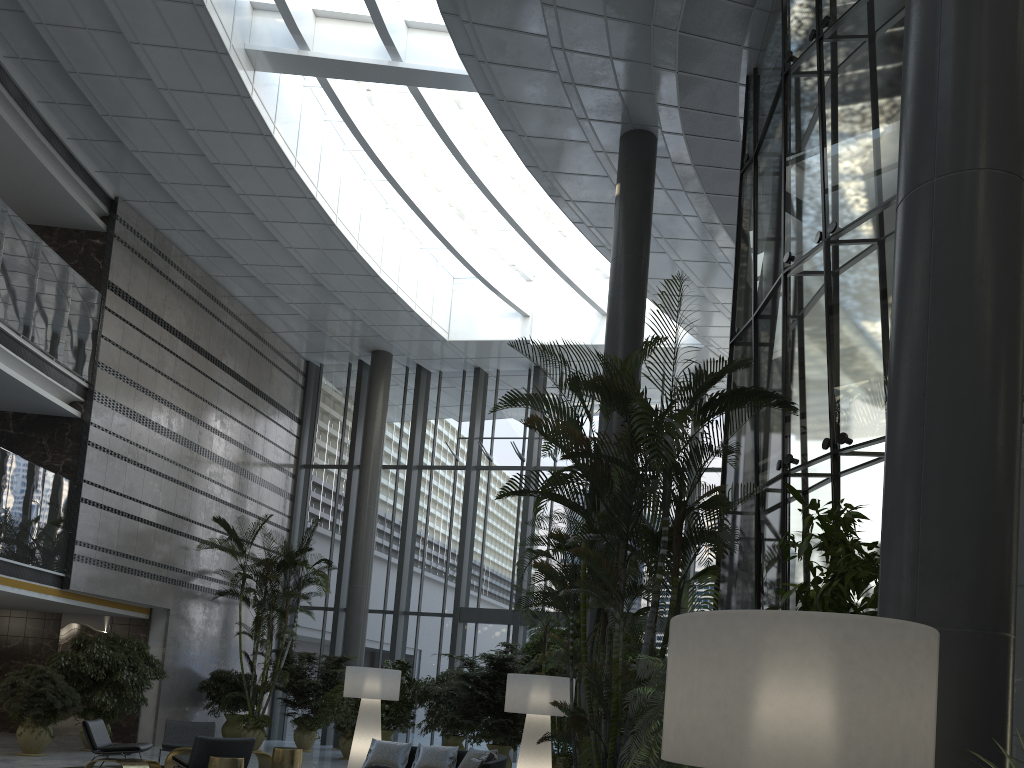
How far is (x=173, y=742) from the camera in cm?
1057

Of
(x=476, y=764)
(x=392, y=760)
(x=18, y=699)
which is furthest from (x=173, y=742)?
(x=476, y=764)

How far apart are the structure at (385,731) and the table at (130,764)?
4.8m

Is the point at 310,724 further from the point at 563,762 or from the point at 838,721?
the point at 838,721

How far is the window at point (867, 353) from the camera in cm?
637

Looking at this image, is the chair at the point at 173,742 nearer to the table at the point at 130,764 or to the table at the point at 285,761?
the table at the point at 130,764

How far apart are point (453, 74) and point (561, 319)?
7.37m

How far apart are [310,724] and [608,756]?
11.2 meters

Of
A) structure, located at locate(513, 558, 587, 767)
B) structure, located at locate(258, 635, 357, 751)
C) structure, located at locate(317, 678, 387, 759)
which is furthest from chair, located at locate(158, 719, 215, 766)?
structure, located at locate(513, 558, 587, 767)

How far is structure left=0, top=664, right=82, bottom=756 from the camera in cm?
1113
